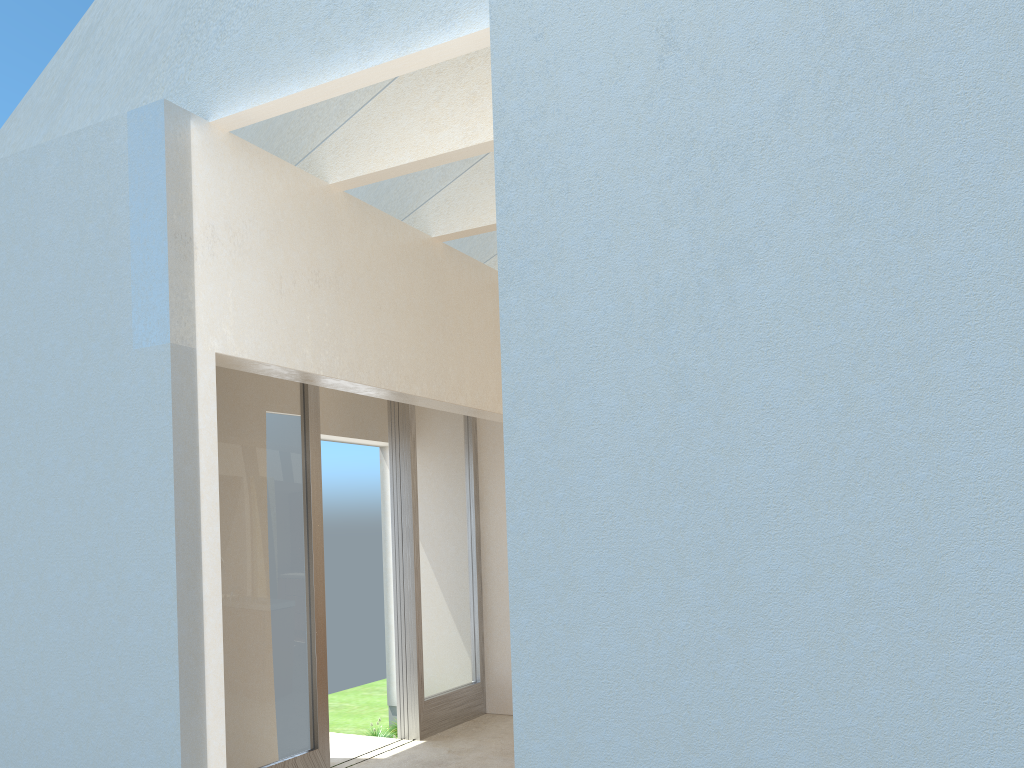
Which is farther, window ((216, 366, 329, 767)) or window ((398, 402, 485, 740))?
window ((398, 402, 485, 740))

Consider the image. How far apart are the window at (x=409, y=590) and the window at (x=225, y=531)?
2.5m

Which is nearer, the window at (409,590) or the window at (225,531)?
the window at (225,531)

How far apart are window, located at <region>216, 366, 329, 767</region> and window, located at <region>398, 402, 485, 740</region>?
2.5 meters

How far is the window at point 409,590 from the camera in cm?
1580

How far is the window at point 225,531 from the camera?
12.0 meters

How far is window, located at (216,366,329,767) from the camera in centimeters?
1203cm
